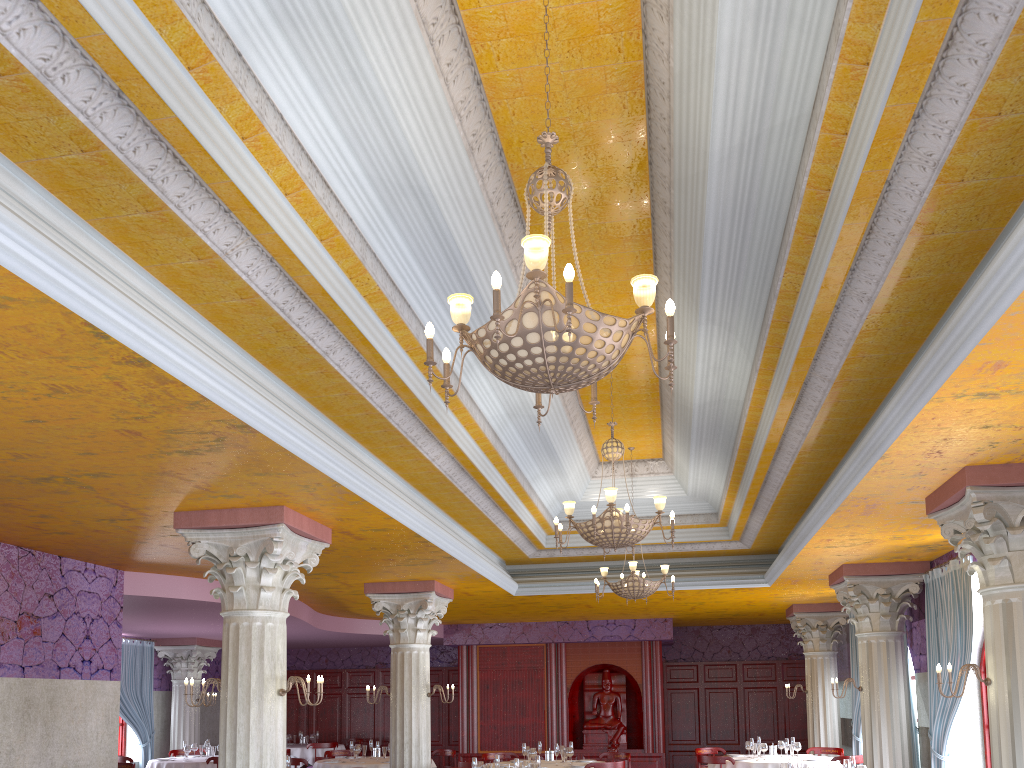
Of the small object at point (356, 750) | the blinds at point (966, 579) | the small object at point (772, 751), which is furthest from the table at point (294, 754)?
the blinds at point (966, 579)

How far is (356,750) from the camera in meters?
13.4

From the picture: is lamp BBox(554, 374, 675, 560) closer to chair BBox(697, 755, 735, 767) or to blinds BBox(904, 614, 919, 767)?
chair BBox(697, 755, 735, 767)

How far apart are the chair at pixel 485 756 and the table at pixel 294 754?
6.19m

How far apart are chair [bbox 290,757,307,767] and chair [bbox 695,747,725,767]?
6.4 meters

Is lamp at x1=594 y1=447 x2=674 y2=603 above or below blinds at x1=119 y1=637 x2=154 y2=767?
above

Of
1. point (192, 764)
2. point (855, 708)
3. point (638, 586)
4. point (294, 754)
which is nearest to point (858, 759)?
point (855, 708)

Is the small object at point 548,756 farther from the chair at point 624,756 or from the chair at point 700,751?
the chair at point 700,751

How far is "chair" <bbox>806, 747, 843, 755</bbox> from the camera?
13.7m

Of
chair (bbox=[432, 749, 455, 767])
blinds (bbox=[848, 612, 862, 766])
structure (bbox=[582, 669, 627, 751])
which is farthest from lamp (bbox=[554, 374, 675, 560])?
structure (bbox=[582, 669, 627, 751])
